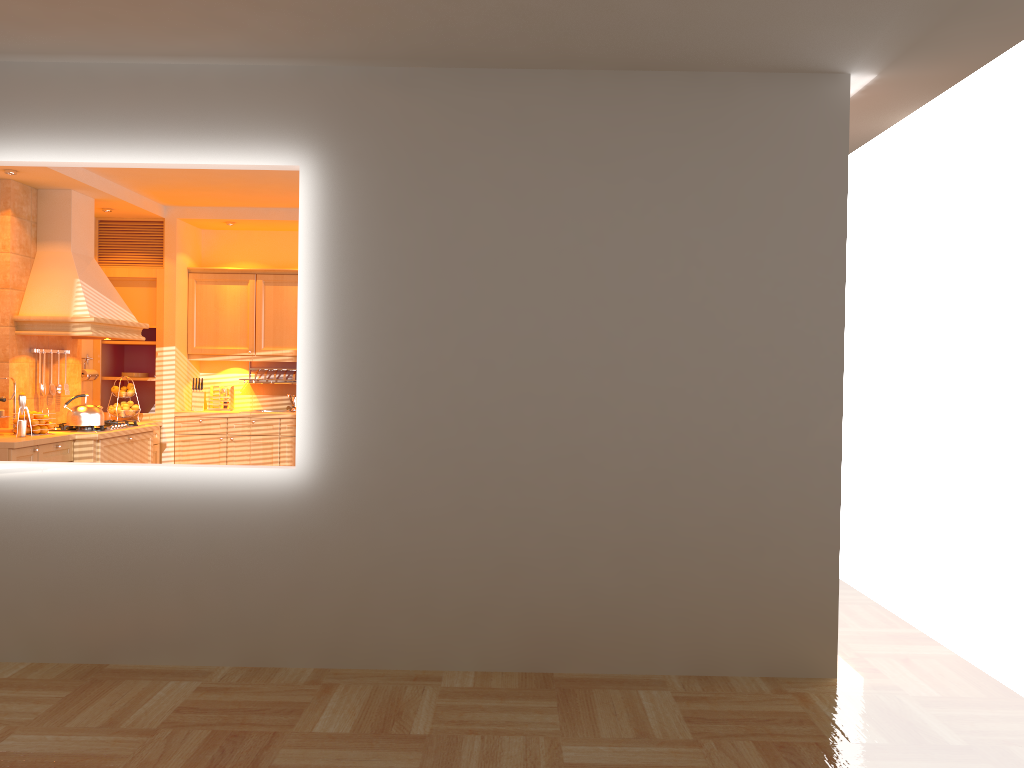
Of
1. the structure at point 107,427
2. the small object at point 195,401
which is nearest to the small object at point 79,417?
the structure at point 107,427

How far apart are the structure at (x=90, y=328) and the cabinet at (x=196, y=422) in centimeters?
95cm

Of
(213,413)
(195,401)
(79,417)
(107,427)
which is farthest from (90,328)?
(195,401)

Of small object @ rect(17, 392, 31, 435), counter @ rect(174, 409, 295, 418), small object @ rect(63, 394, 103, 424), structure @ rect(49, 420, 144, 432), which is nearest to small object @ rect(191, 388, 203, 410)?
counter @ rect(174, 409, 295, 418)

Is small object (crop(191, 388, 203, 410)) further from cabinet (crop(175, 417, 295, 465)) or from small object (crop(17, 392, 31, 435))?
small object (crop(17, 392, 31, 435))

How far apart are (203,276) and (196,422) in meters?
1.3

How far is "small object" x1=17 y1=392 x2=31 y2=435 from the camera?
5.66m

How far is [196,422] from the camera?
7.54m

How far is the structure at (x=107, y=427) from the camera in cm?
638

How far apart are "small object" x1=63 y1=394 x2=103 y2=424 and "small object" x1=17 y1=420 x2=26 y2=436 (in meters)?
0.49
